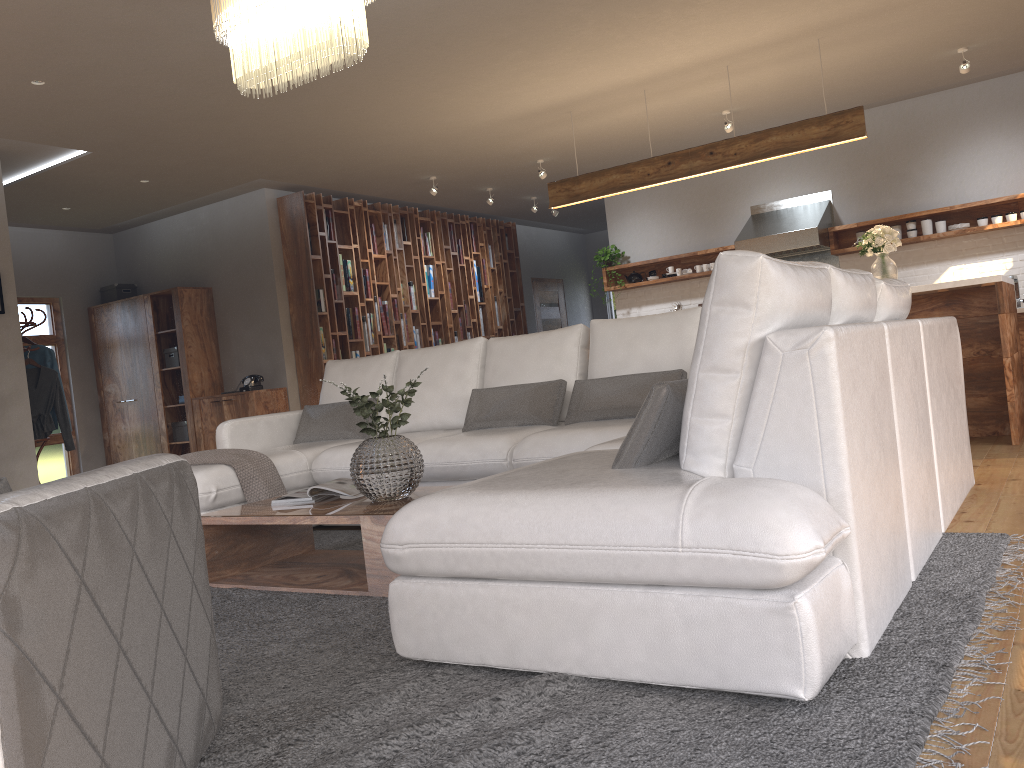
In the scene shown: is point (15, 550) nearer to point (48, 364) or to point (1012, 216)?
point (48, 364)

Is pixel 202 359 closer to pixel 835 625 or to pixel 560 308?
pixel 560 308

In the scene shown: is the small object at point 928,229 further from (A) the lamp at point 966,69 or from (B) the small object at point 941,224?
(A) the lamp at point 966,69

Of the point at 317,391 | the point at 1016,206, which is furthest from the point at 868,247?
the point at 317,391

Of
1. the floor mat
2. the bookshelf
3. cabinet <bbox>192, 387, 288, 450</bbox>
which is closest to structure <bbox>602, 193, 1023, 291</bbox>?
the bookshelf

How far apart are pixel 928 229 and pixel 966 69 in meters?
1.7 m

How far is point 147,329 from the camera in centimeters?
913cm

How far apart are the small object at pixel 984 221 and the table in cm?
627

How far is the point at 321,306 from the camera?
8.67m

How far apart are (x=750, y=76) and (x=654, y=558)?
5.71m
